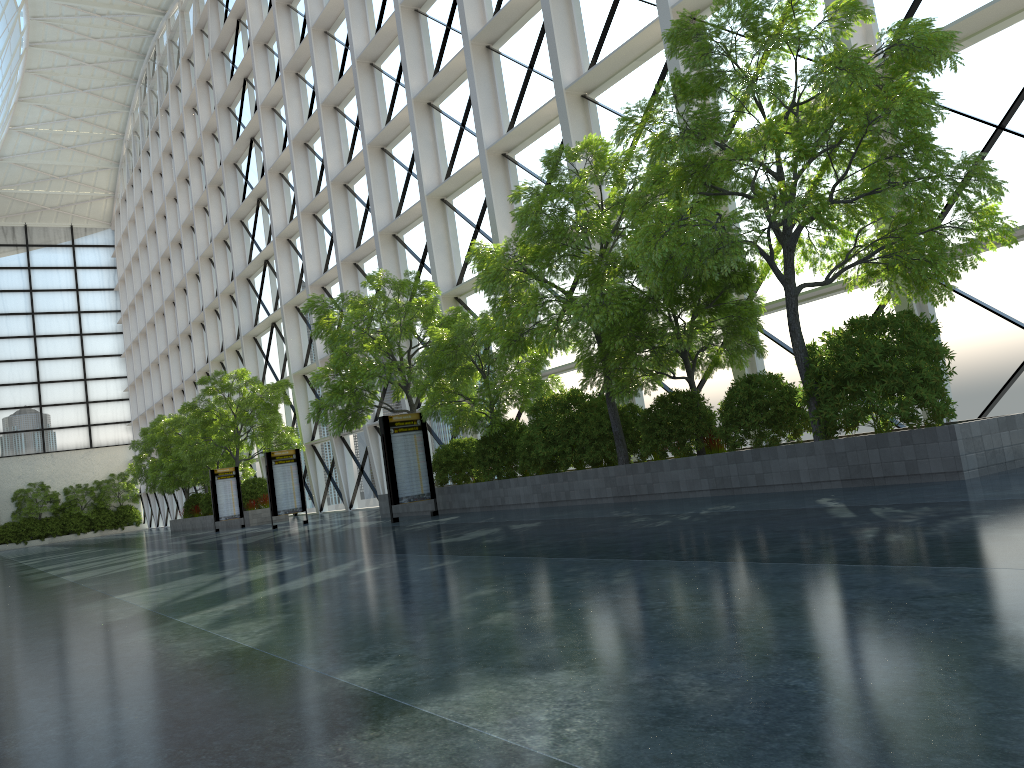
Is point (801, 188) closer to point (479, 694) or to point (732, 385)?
point (732, 385)
